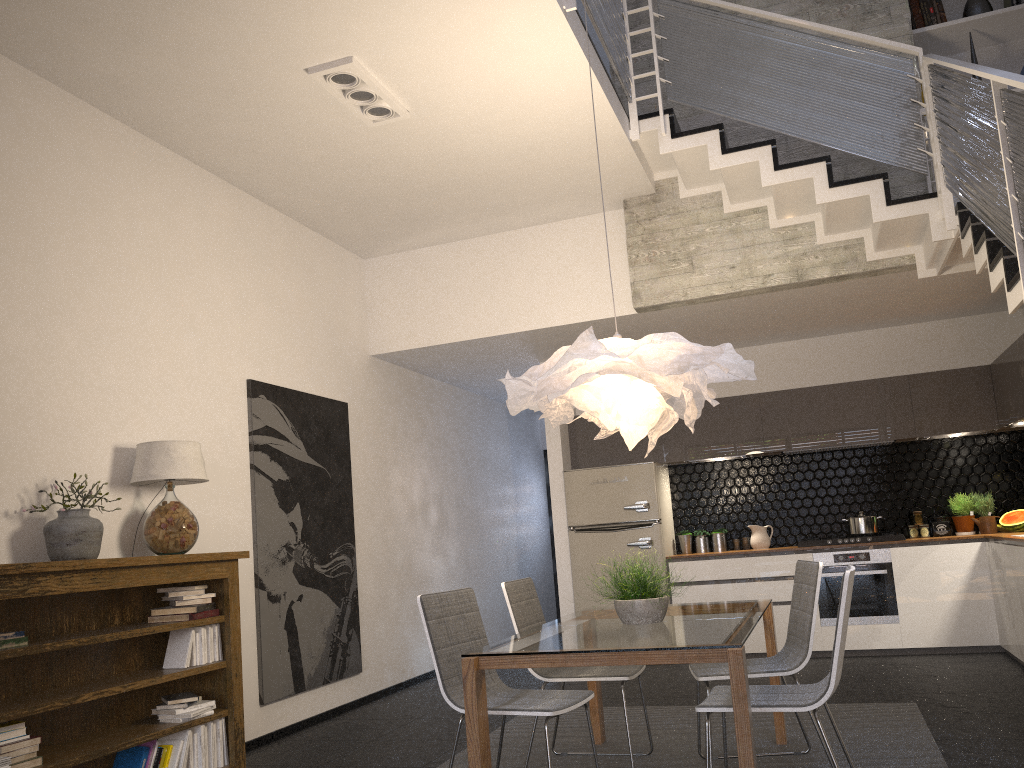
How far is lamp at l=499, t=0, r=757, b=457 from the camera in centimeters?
364cm

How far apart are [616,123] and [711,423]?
3.3m

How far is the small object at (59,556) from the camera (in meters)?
3.87

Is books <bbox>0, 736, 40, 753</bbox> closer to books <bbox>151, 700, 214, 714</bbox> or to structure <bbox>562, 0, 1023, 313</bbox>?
books <bbox>151, 700, 214, 714</bbox>

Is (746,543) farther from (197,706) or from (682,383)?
(197,706)

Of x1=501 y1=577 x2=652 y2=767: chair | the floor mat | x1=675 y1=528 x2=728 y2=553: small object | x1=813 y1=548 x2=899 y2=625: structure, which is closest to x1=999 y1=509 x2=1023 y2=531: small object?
x1=813 y1=548 x2=899 y2=625: structure

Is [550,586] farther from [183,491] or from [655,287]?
[183,491]

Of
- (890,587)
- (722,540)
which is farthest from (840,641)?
(722,540)

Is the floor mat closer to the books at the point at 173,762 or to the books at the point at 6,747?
the books at the point at 173,762

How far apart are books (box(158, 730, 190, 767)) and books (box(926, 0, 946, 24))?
6.60m
